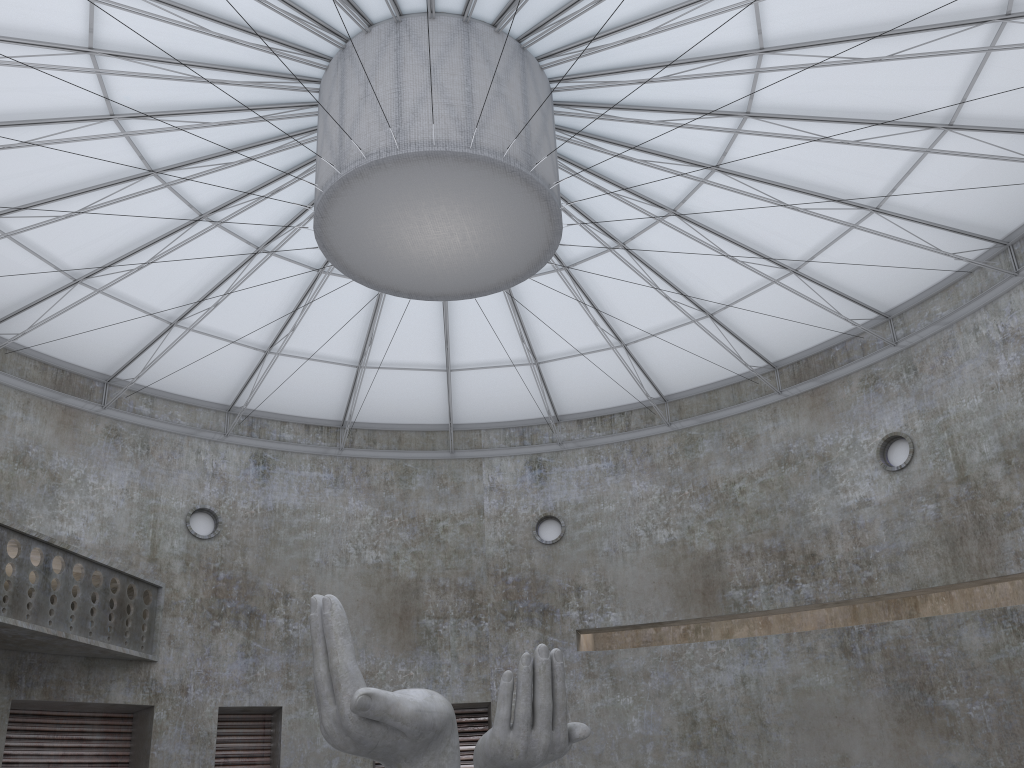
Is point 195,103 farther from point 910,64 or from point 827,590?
point 827,590

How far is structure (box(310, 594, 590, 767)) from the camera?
18.0m

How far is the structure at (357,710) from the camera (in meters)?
18.00

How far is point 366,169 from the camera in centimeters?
2166cm

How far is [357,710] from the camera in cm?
1799
